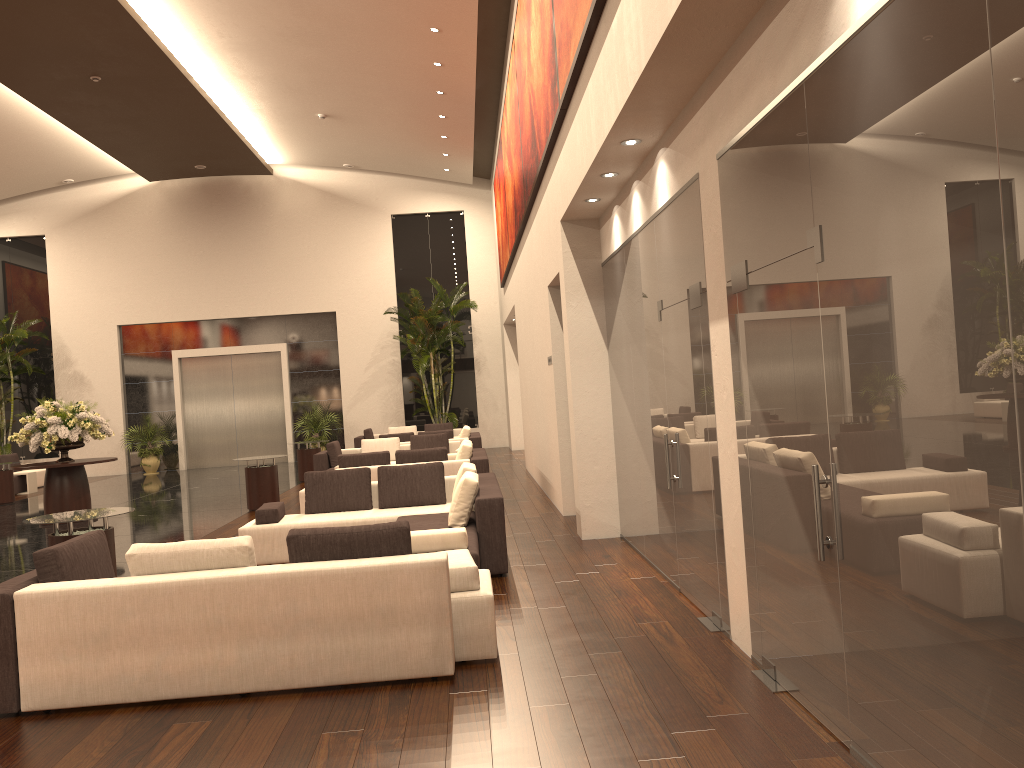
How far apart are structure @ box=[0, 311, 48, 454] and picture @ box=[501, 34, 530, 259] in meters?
13.6 m

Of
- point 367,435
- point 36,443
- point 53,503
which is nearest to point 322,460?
point 53,503

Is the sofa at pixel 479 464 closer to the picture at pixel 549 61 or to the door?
the picture at pixel 549 61

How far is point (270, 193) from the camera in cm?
2421

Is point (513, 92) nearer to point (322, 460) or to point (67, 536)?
point (322, 460)

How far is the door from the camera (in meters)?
24.22

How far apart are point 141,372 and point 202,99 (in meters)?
9.37

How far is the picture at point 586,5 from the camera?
6.1m

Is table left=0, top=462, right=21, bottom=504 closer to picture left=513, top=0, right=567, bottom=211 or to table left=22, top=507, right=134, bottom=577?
table left=22, top=507, right=134, bottom=577

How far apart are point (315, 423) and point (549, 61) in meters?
16.5
